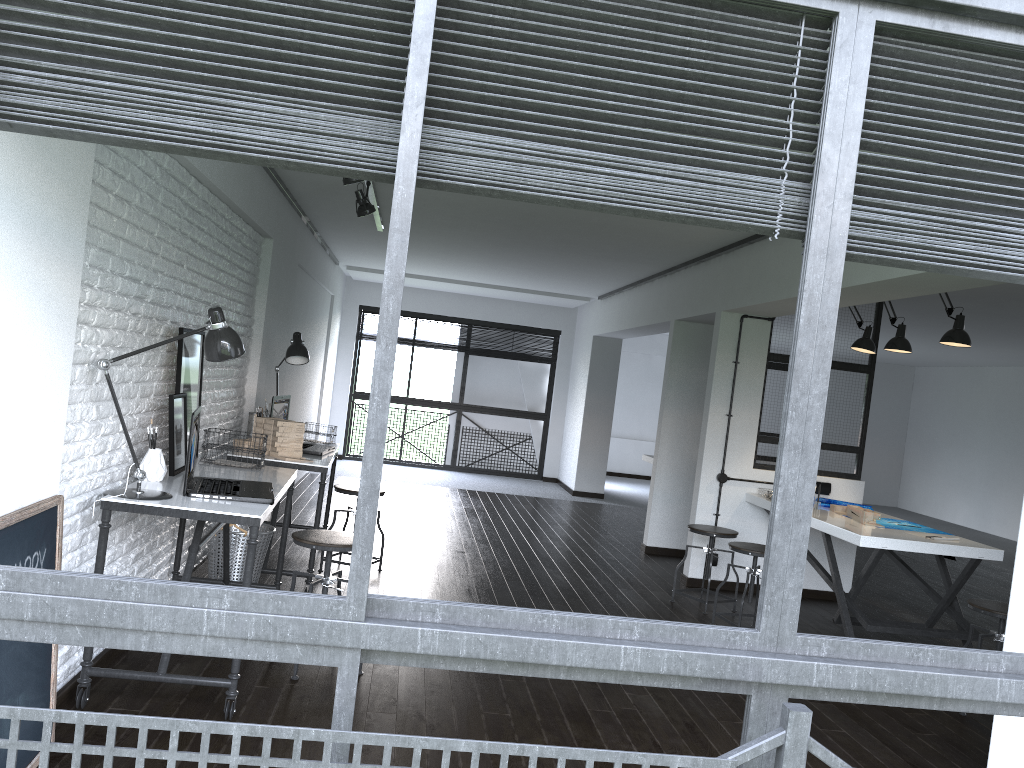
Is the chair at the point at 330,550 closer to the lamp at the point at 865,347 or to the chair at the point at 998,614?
the chair at the point at 998,614

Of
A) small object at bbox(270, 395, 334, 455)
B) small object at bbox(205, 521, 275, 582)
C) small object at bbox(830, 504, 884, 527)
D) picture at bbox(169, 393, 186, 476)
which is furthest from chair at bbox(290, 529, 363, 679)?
small object at bbox(830, 504, 884, 527)

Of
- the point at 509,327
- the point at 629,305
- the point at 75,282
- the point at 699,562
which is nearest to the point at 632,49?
the point at 75,282

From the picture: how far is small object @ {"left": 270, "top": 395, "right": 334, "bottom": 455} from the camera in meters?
5.2 m

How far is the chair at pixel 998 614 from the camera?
4.1m

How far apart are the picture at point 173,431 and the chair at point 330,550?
0.6m

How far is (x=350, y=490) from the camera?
5.3m

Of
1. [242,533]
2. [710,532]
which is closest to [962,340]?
[710,532]

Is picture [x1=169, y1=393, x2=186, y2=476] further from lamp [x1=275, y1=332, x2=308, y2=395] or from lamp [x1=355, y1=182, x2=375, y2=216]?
lamp [x1=355, y1=182, x2=375, y2=216]

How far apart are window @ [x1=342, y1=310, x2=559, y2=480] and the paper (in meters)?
6.80
